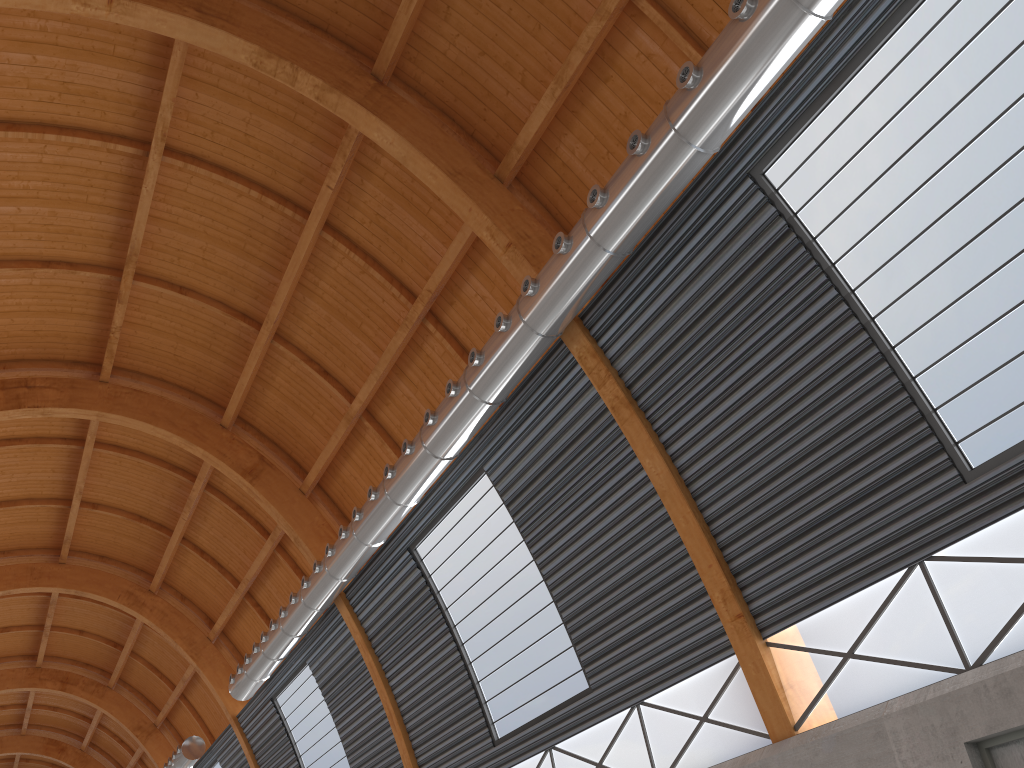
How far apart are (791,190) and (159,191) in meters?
18.7
